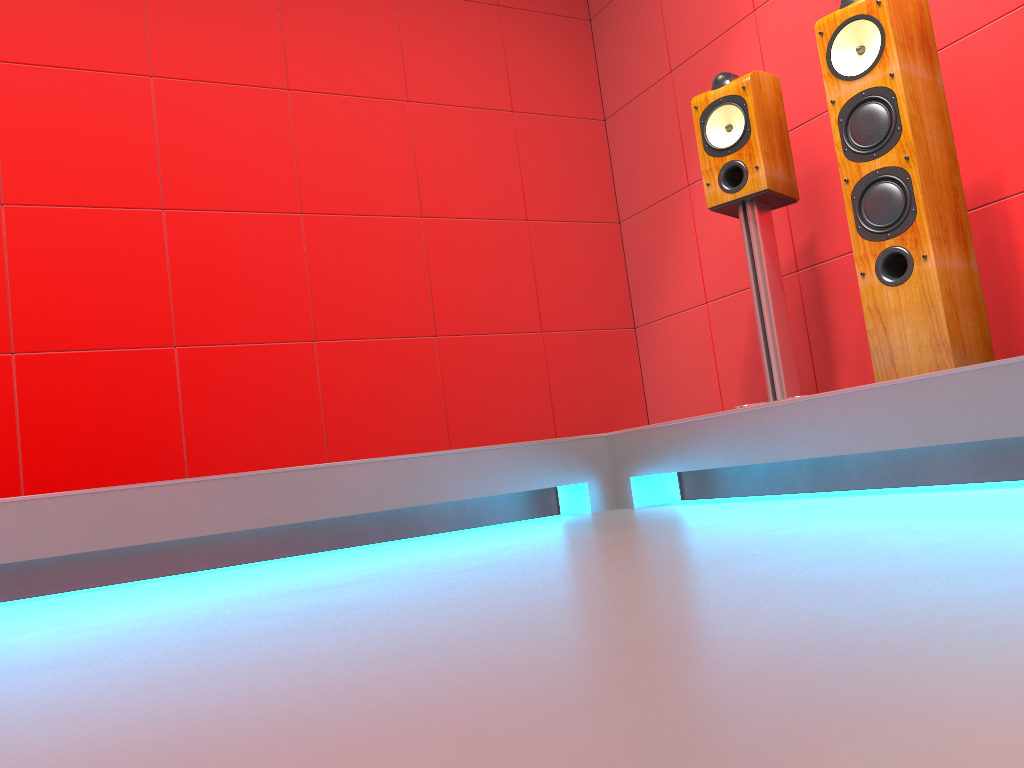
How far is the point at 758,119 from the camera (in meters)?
2.66

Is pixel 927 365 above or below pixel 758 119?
below

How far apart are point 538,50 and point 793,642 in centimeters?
381cm

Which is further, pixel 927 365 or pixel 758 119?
pixel 758 119

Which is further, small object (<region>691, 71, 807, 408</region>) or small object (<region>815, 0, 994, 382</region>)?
small object (<region>691, 71, 807, 408</region>)

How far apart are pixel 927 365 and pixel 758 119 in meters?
0.9

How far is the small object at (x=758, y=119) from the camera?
2.7m

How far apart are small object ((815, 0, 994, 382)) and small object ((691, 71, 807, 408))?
0.3 meters

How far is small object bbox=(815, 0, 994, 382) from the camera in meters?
2.2 m
